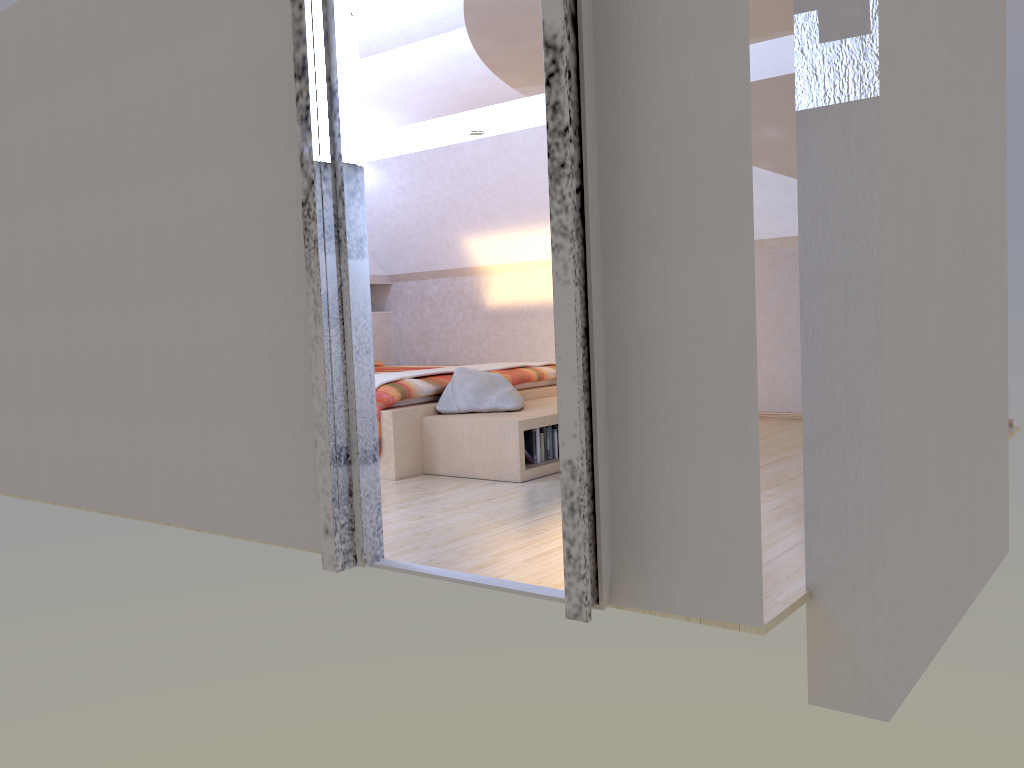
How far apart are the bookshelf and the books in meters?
0.1

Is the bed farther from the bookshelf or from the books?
the books

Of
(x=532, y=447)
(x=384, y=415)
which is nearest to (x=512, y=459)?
(x=532, y=447)

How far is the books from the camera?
4.6m

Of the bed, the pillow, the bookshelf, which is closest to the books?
the bookshelf

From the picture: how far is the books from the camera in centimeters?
455cm

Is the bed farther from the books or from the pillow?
the books

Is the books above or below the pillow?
below

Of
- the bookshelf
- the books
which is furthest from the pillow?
the books

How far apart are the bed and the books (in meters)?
0.55
